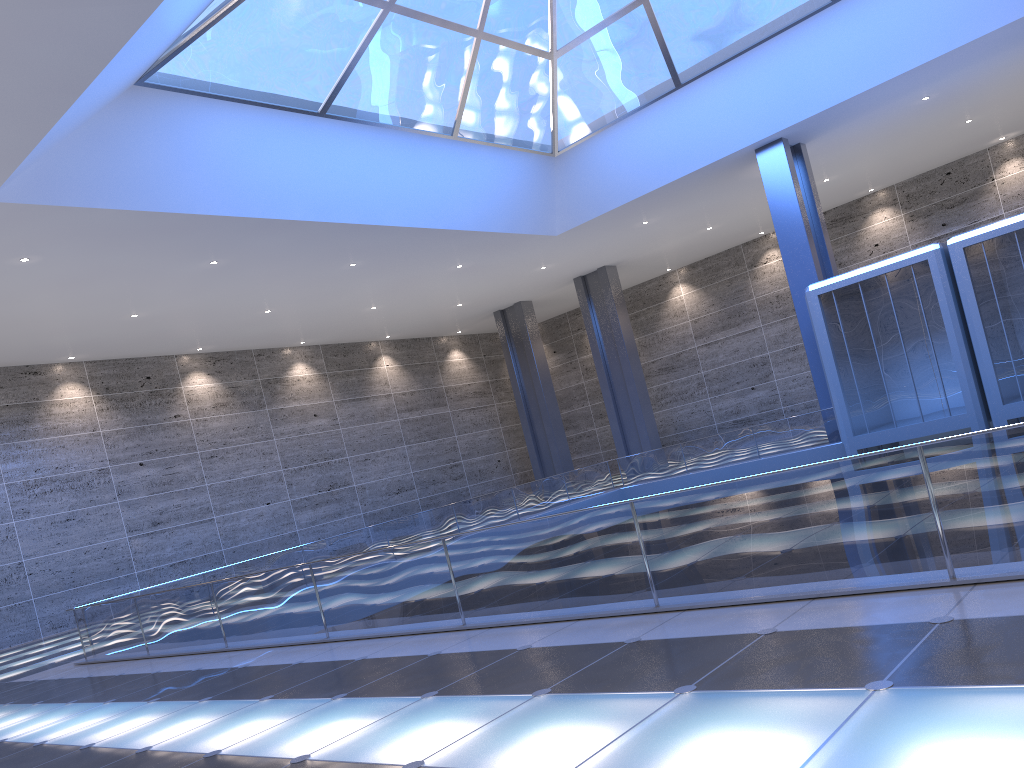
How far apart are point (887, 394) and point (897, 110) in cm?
929
